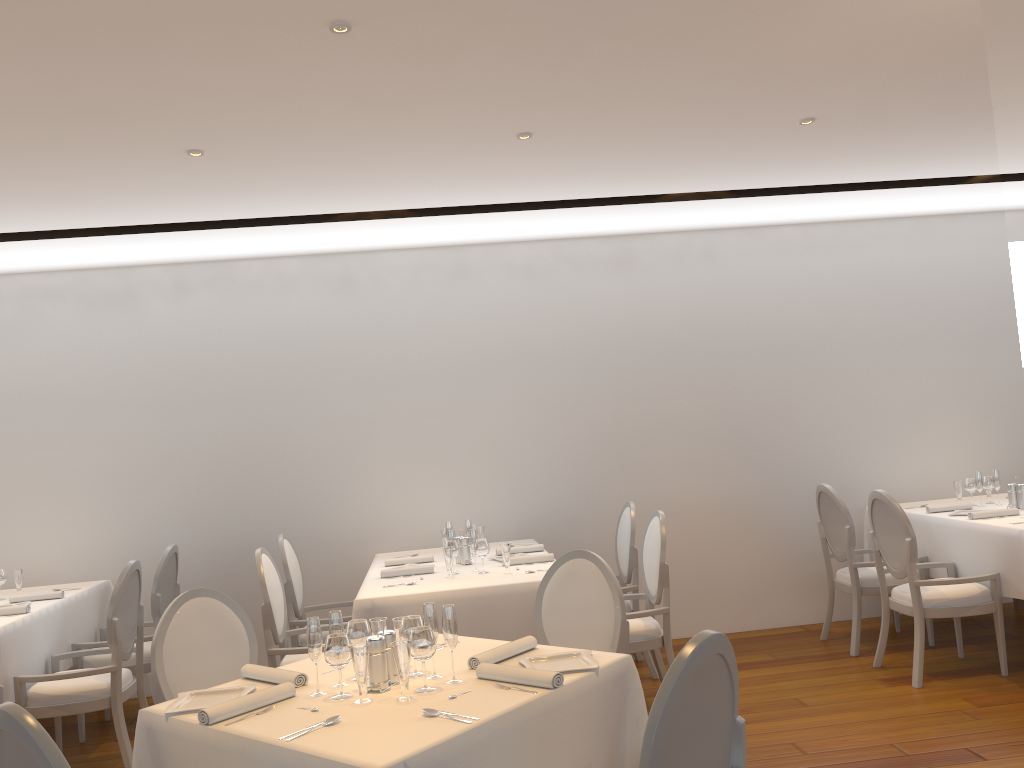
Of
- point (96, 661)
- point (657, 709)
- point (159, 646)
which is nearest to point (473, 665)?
point (657, 709)

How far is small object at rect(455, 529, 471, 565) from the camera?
5.3 meters

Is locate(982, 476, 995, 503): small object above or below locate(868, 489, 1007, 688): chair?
above

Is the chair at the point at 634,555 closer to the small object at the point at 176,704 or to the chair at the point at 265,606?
the chair at the point at 265,606

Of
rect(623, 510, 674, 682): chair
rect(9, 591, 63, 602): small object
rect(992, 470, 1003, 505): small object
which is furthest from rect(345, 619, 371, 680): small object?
rect(992, 470, 1003, 505): small object

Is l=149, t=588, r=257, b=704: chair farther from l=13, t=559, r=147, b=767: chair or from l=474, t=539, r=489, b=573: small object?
l=474, t=539, r=489, b=573: small object

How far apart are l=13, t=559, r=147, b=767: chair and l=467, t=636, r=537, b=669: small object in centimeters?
255cm

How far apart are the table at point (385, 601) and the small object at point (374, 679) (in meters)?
1.62

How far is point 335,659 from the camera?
2.68m

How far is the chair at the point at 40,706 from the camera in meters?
4.5 m
